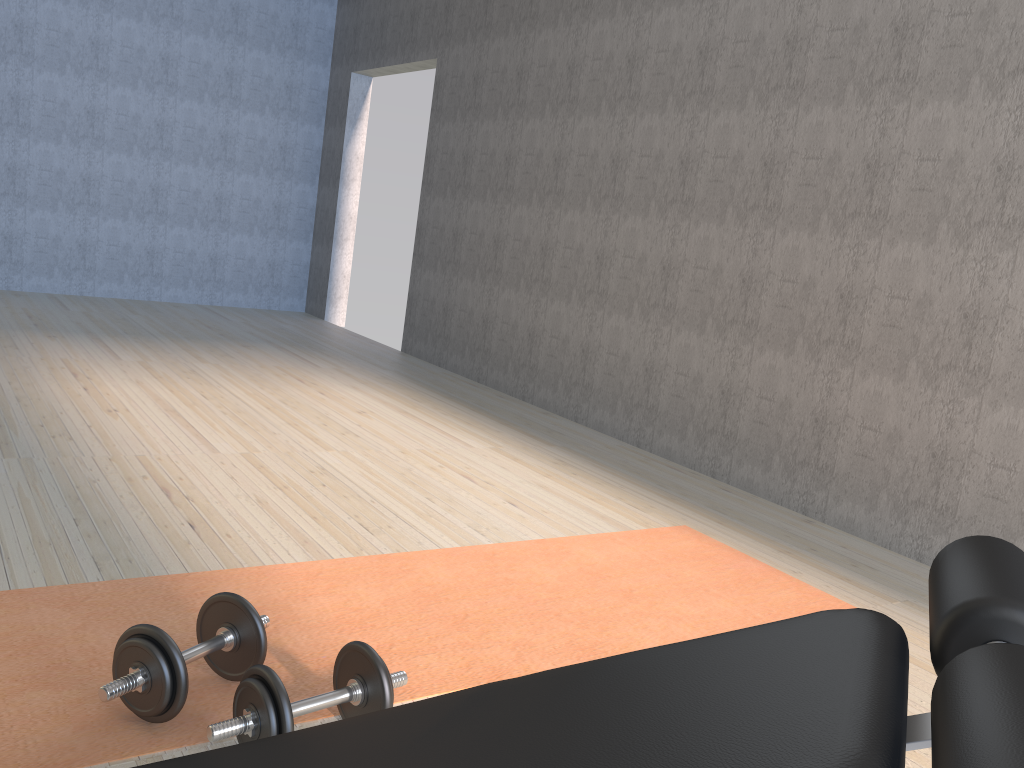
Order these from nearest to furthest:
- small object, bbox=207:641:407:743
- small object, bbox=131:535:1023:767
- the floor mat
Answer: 1. small object, bbox=131:535:1023:767
2. small object, bbox=207:641:407:743
3. the floor mat

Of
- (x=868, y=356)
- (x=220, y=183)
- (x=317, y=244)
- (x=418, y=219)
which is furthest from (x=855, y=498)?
(x=220, y=183)

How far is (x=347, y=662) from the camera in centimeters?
164cm

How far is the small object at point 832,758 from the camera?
0.5 meters

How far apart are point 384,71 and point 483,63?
1.65m

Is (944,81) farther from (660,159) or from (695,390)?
(695,390)

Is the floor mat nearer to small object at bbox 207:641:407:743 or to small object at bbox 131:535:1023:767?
small object at bbox 207:641:407:743

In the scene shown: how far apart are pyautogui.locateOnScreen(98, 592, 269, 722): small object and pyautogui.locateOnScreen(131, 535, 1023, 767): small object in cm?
48

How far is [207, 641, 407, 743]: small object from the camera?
1.4m

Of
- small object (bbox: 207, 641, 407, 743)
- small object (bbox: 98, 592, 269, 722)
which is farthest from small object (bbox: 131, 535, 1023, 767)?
small object (bbox: 98, 592, 269, 722)
